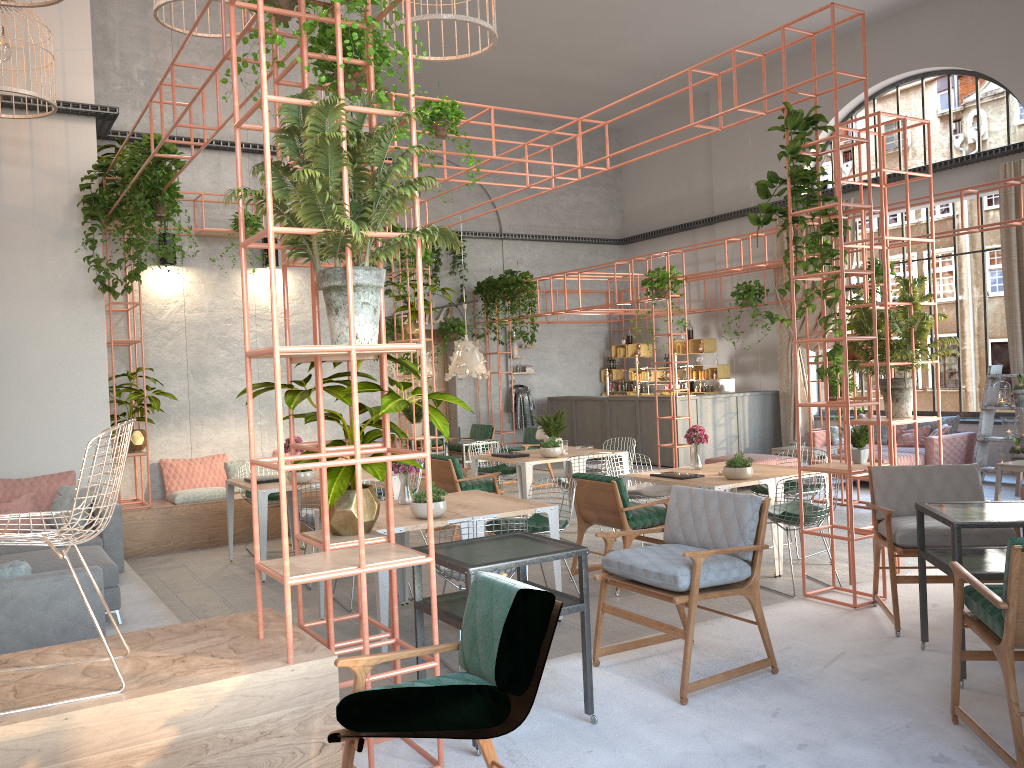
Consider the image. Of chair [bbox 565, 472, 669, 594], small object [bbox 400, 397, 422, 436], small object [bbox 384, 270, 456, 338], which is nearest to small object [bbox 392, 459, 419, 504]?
chair [bbox 565, 472, 669, 594]

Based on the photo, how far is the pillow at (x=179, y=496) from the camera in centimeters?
981cm

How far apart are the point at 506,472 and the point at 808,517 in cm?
454

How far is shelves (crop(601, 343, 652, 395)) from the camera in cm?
1890

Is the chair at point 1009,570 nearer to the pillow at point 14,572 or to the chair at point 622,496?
the chair at point 622,496

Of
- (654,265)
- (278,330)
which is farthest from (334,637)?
(654,265)

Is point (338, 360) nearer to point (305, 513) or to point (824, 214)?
point (824, 214)

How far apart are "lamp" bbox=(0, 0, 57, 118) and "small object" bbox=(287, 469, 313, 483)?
3.99m

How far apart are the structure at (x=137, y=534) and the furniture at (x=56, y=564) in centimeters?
299cm

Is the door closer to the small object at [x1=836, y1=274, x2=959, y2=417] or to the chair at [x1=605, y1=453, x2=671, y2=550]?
the chair at [x1=605, y1=453, x2=671, y2=550]
